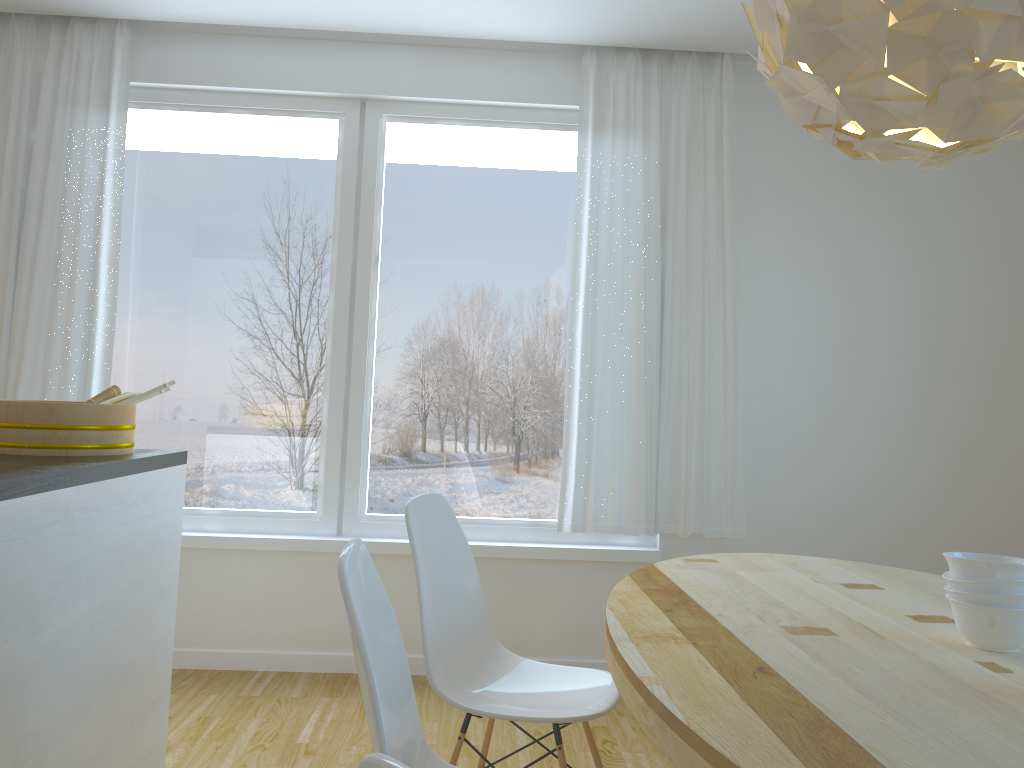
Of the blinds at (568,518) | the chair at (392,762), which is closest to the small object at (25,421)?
the blinds at (568,518)

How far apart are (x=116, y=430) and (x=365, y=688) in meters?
1.5

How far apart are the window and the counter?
1.15m

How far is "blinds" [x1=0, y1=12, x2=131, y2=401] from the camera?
3.63m

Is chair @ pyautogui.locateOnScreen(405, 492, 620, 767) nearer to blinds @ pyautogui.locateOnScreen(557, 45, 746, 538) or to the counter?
the counter

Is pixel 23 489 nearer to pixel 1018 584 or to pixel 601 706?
pixel 601 706

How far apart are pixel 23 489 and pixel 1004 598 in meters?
1.8 m

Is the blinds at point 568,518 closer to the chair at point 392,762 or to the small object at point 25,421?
the small object at point 25,421

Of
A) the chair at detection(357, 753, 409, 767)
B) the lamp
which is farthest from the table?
the lamp

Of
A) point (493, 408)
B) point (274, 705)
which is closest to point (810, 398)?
point (493, 408)
